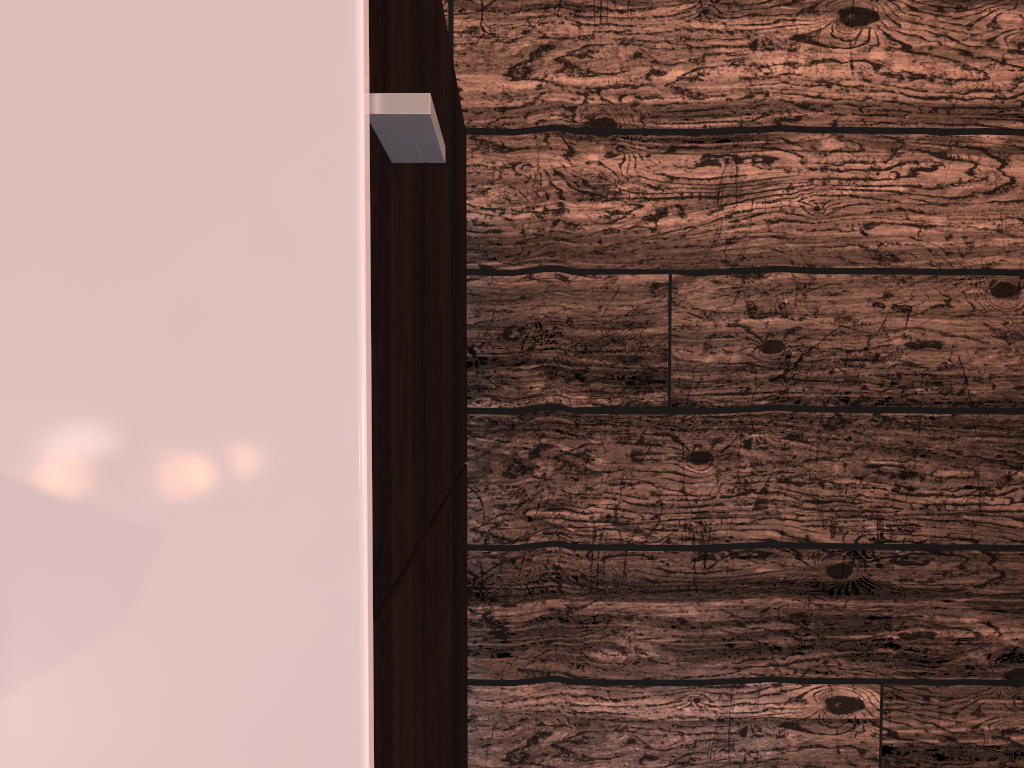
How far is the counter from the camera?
0.29m

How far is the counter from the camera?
0.3m

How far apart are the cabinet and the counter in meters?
0.0

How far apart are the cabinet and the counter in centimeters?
1cm

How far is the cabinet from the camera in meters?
0.3 m

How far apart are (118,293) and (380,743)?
0.2m

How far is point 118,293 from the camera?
0.3m
